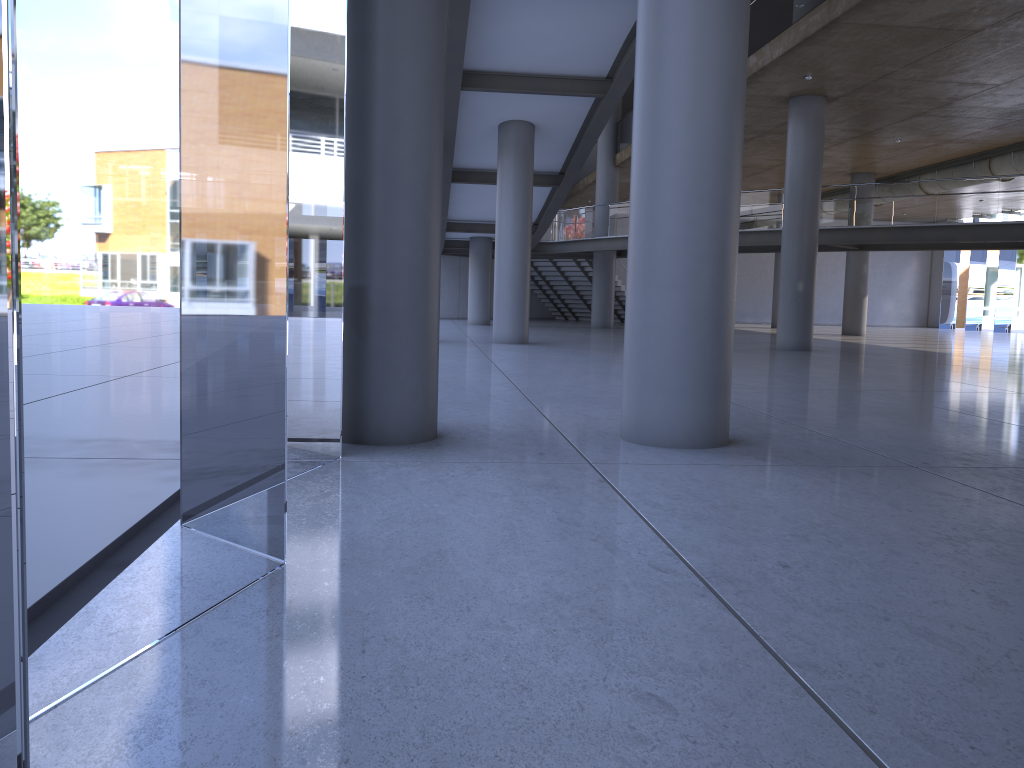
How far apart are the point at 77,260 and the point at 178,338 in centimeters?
1017cm
